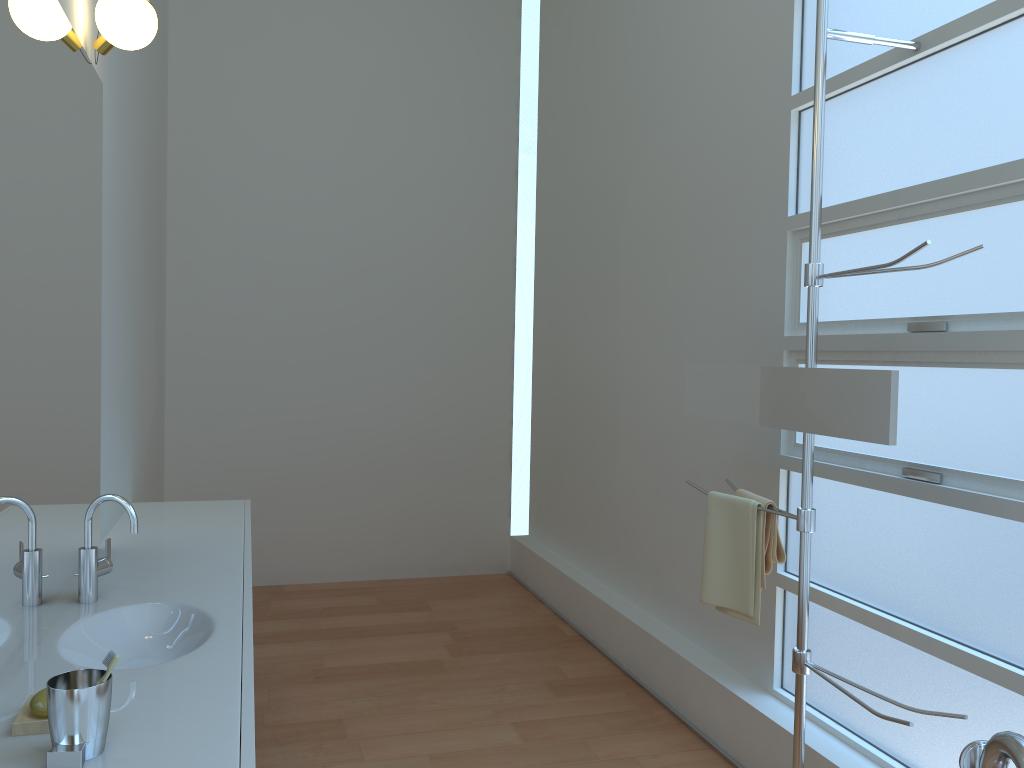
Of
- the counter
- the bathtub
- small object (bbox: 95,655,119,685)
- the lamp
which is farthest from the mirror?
the lamp

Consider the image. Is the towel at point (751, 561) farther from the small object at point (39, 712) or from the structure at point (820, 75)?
the small object at point (39, 712)

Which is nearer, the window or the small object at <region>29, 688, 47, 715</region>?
the small object at <region>29, 688, 47, 715</region>

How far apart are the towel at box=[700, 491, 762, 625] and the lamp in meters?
2.1 m

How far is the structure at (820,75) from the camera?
2.3 meters

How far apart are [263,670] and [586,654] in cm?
144

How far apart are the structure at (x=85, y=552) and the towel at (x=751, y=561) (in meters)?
1.60

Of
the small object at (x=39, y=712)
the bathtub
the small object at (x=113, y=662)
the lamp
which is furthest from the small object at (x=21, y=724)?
the lamp

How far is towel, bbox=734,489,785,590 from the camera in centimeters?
254cm

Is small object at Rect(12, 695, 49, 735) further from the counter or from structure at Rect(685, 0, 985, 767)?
structure at Rect(685, 0, 985, 767)
